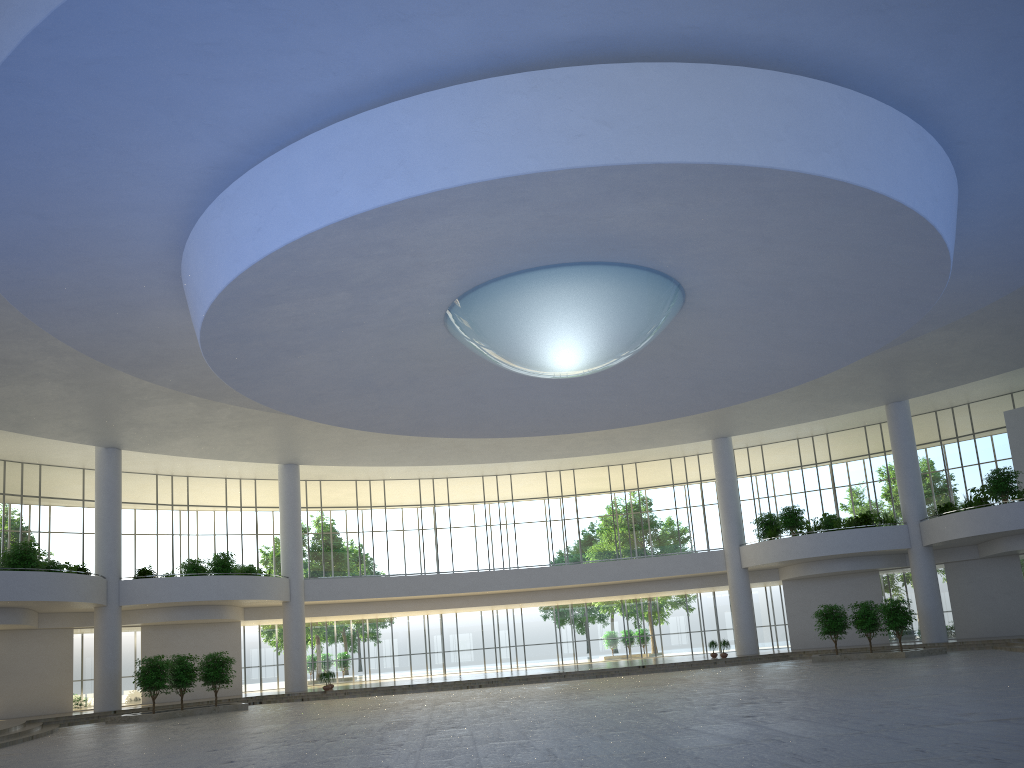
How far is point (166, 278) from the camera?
41.72m
